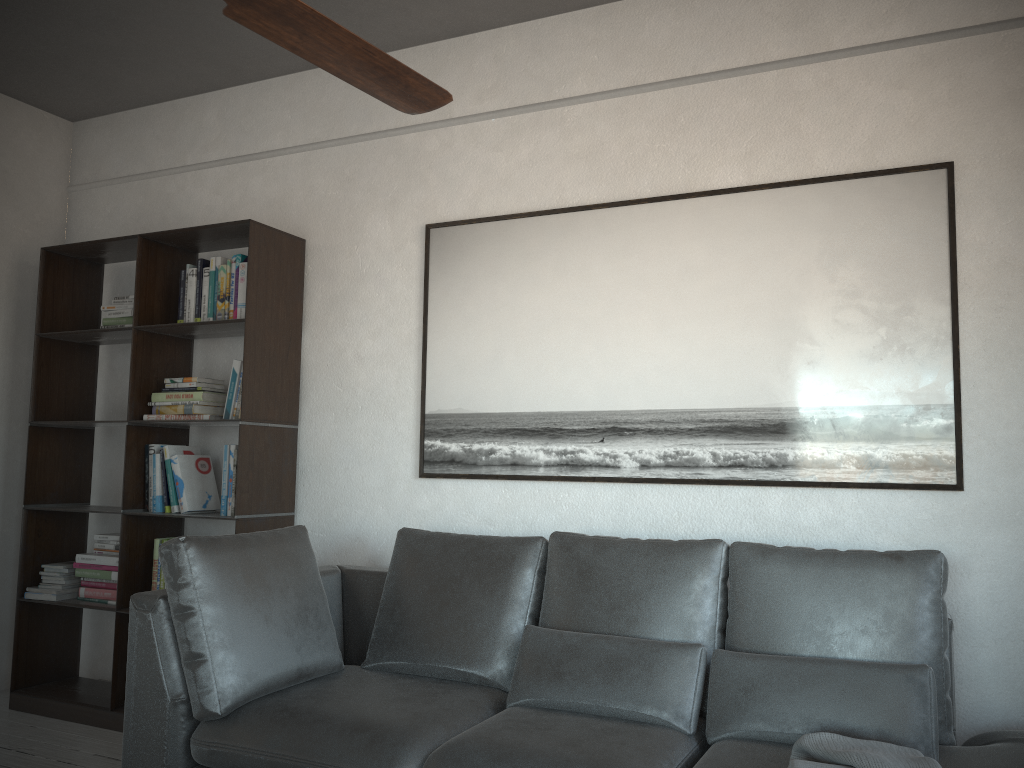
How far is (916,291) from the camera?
2.8m

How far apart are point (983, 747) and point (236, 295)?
3.06m

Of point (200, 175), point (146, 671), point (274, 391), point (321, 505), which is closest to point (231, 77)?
point (200, 175)

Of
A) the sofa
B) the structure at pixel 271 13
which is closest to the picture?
the sofa

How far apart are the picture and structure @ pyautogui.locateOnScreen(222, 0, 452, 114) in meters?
1.5 m

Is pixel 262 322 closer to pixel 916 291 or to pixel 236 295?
pixel 236 295

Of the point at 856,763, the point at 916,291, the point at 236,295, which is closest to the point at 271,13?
the point at 856,763

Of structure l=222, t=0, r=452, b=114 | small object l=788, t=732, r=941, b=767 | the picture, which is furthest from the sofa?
structure l=222, t=0, r=452, b=114

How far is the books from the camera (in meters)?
3.72

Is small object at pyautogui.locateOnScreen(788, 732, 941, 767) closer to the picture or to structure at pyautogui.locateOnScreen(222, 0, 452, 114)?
the picture
